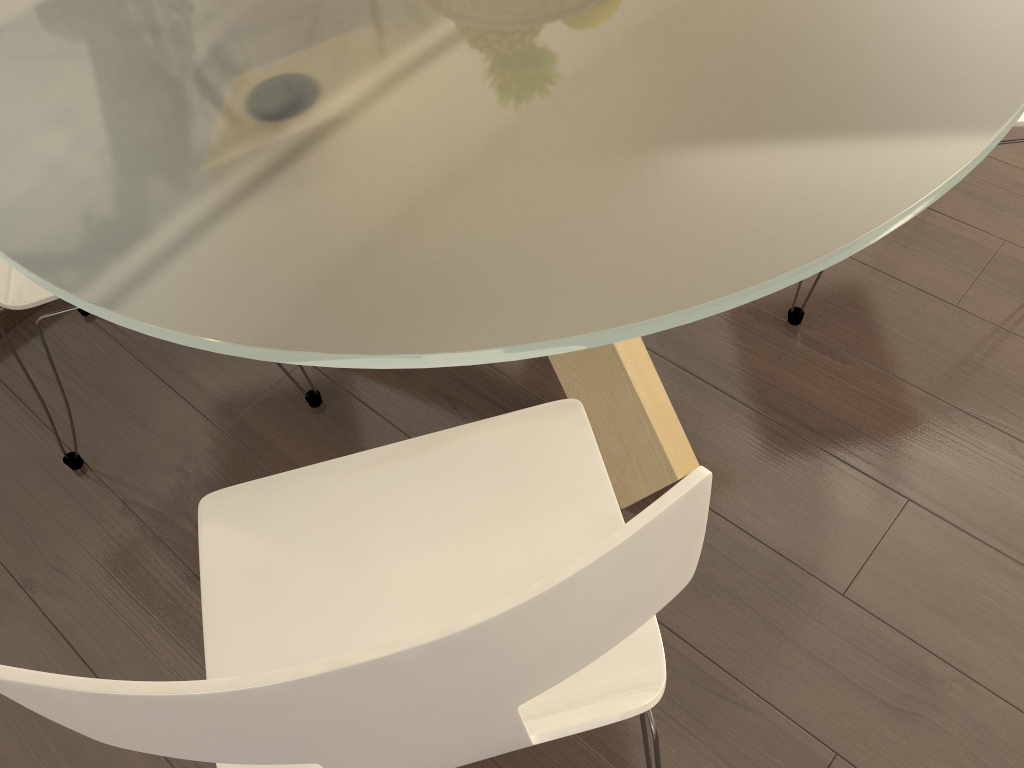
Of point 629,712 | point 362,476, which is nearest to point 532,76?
point 362,476

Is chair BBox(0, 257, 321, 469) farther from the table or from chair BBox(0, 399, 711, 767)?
chair BBox(0, 399, 711, 767)

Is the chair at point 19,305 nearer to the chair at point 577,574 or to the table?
the table

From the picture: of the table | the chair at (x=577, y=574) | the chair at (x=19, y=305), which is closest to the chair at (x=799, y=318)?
the table

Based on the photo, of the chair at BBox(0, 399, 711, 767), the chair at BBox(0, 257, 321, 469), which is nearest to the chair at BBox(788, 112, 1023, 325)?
the chair at BBox(0, 399, 711, 767)

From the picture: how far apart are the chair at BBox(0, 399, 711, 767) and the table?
0.2 meters

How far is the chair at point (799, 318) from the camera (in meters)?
2.05

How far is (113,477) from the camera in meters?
2.0 m

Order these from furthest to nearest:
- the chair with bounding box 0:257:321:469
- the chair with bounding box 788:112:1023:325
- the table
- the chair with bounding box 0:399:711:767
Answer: the chair with bounding box 788:112:1023:325 → the chair with bounding box 0:257:321:469 → the table → the chair with bounding box 0:399:711:767

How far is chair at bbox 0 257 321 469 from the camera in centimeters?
161cm
